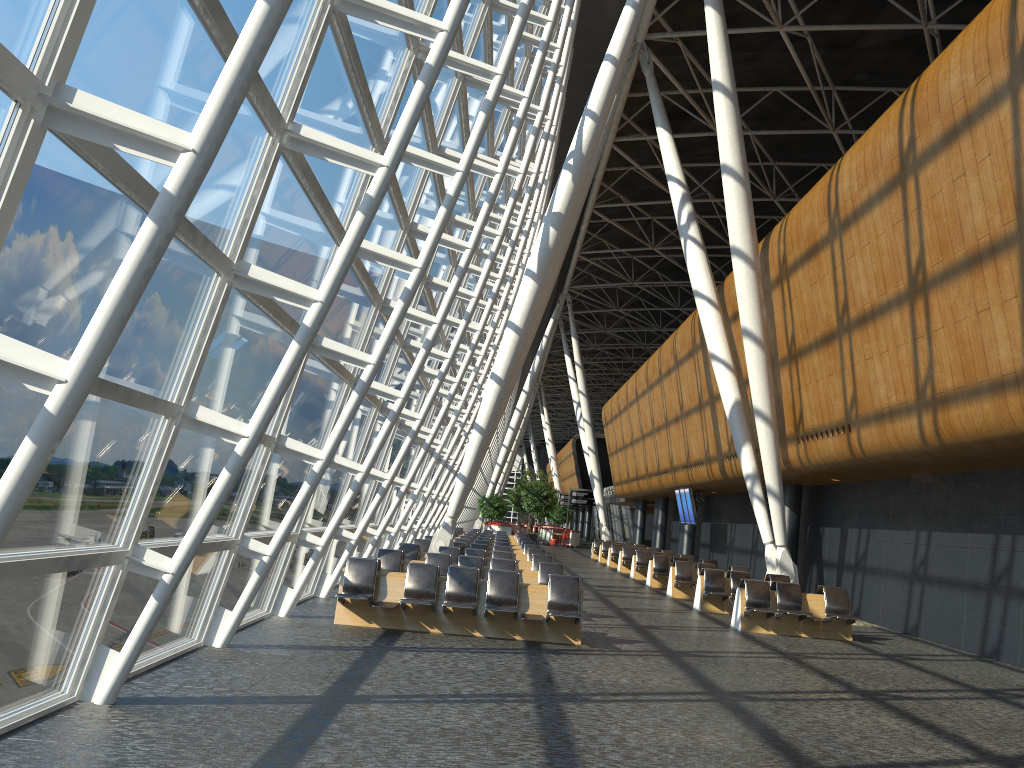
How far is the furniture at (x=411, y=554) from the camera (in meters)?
17.40

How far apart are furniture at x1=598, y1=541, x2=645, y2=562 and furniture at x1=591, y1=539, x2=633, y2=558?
2.5 meters

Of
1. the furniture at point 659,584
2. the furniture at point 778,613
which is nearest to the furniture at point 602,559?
the furniture at point 659,584

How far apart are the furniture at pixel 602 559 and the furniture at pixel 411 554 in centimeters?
1788cm

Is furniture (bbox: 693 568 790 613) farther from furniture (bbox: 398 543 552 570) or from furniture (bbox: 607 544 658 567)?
furniture (bbox: 607 544 658 567)

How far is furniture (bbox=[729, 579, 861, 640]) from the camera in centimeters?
1454cm

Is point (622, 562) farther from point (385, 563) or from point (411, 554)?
point (385, 563)

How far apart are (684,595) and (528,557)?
3.7 meters

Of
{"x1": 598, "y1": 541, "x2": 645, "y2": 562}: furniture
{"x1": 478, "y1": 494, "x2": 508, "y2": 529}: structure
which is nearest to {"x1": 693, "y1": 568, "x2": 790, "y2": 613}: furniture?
{"x1": 598, "y1": 541, "x2": 645, "y2": 562}: furniture

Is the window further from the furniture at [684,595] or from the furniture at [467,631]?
the furniture at [684,595]
